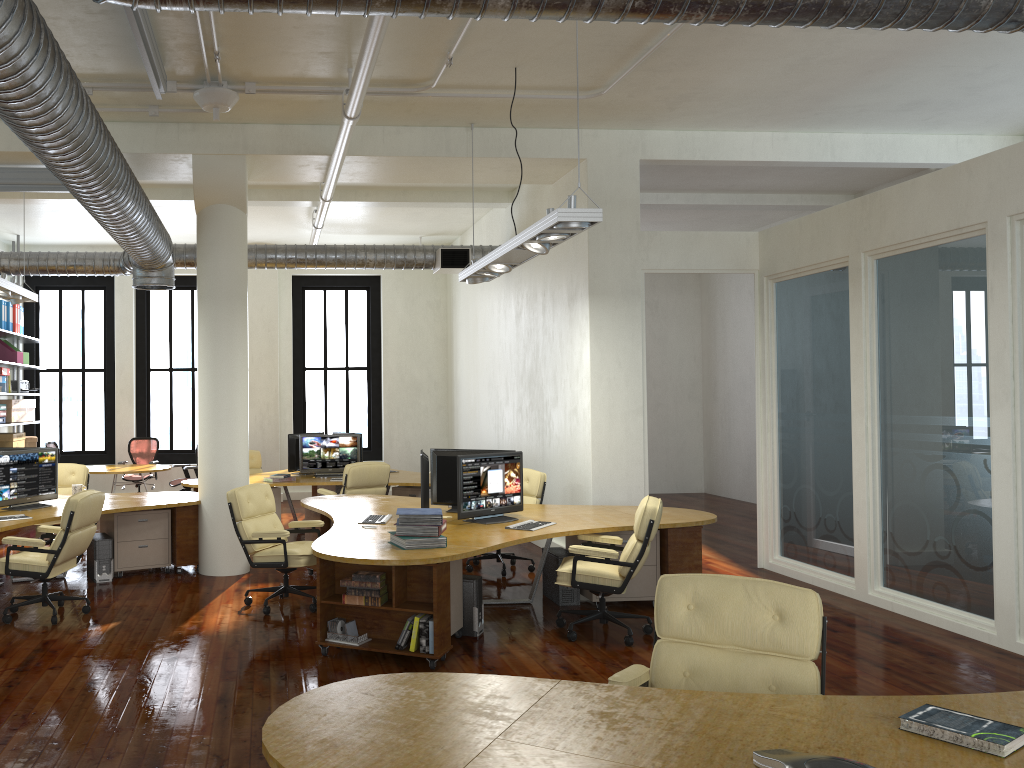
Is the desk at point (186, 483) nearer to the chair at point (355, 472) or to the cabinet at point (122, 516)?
the chair at point (355, 472)

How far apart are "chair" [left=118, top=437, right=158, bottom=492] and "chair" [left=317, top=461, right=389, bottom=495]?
4.8 meters

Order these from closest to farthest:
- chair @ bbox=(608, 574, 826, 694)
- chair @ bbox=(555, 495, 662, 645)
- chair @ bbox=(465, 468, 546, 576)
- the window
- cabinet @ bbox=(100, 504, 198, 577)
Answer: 1. chair @ bbox=(608, 574, 826, 694)
2. chair @ bbox=(555, 495, 662, 645)
3. cabinet @ bbox=(100, 504, 198, 577)
4. chair @ bbox=(465, 468, 546, 576)
5. the window

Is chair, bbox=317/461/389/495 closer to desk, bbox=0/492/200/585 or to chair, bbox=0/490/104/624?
desk, bbox=0/492/200/585

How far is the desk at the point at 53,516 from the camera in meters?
7.8 m

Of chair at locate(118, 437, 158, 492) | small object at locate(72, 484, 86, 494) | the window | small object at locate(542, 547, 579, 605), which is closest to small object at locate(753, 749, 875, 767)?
small object at locate(542, 547, 579, 605)

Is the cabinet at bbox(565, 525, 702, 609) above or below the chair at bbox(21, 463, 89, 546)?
below

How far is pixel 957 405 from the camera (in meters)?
6.52

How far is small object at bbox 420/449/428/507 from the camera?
7.18m

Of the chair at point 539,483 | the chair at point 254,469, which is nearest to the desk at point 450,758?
the chair at point 539,483
